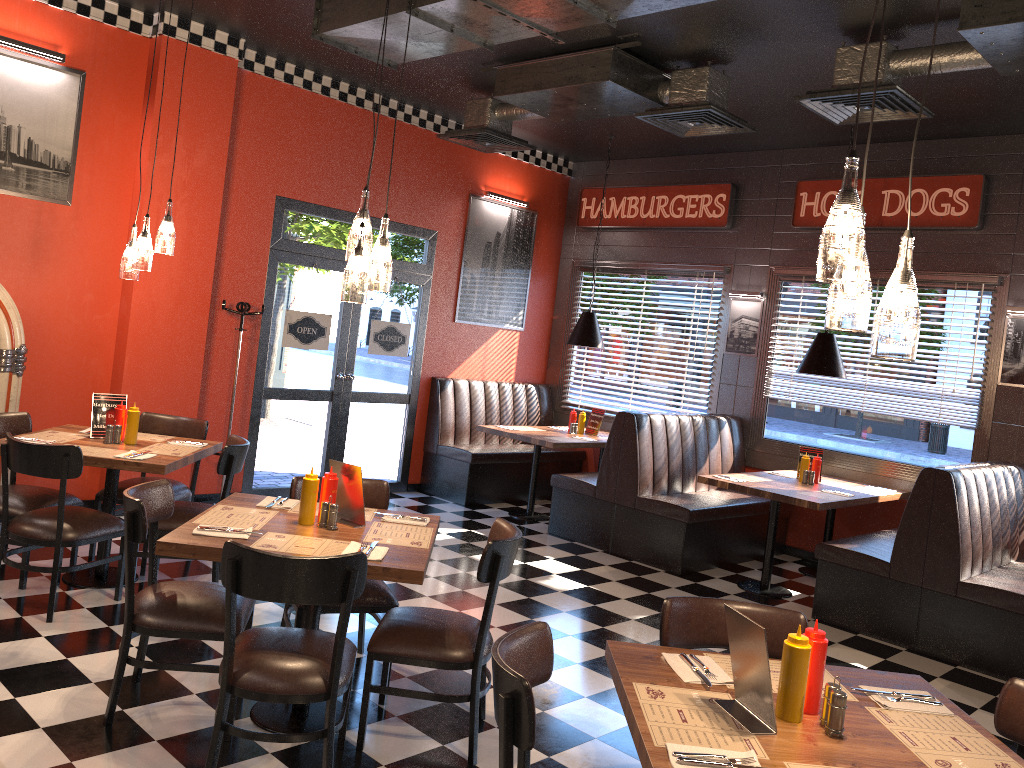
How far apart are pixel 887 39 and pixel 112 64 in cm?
515

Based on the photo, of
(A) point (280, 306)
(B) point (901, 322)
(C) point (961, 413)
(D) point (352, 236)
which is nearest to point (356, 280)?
(D) point (352, 236)

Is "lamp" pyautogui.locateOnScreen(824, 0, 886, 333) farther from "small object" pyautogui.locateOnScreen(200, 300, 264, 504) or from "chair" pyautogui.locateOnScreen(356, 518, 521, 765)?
"small object" pyautogui.locateOnScreen(200, 300, 264, 504)

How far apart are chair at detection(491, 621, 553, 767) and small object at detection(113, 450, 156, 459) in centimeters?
299cm

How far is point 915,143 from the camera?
2.2 meters

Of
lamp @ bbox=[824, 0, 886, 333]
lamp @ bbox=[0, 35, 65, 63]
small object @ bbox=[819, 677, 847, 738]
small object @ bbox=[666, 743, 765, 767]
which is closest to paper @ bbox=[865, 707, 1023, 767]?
small object @ bbox=[819, 677, 847, 738]

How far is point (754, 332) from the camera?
Answer: 8.24m

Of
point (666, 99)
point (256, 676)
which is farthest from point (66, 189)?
point (256, 676)

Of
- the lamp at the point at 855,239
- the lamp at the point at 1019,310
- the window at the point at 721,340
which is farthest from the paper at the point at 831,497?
the lamp at the point at 855,239

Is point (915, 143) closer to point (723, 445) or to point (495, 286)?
point (723, 445)
